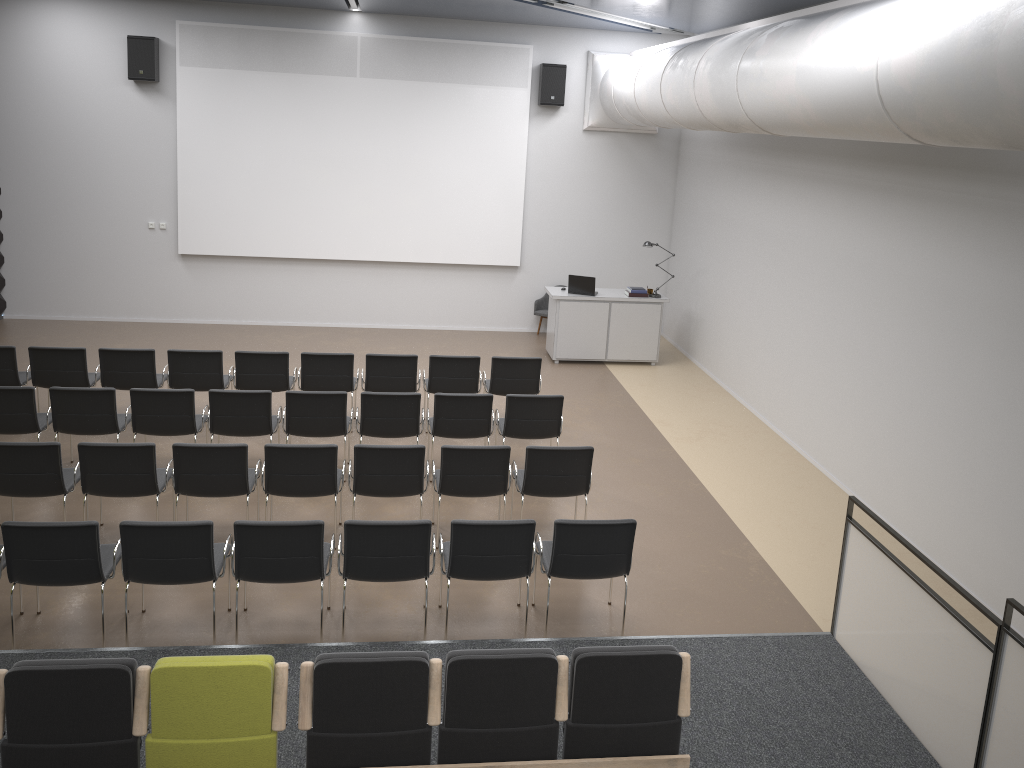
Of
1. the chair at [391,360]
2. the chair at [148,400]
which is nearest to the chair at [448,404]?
the chair at [391,360]

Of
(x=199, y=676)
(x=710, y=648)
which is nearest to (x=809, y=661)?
(x=710, y=648)

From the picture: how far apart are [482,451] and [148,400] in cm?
316

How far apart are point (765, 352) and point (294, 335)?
6.9 meters

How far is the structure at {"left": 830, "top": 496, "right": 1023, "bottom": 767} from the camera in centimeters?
446cm

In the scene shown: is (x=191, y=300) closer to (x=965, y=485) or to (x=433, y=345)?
(x=433, y=345)

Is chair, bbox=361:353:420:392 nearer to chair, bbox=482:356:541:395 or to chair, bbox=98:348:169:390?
chair, bbox=482:356:541:395

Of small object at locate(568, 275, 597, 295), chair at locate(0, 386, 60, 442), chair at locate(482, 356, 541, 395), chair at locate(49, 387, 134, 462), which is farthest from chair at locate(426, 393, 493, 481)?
small object at locate(568, 275, 597, 295)

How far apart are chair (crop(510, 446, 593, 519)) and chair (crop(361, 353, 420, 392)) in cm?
232

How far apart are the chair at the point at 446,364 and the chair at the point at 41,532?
4.1 meters
